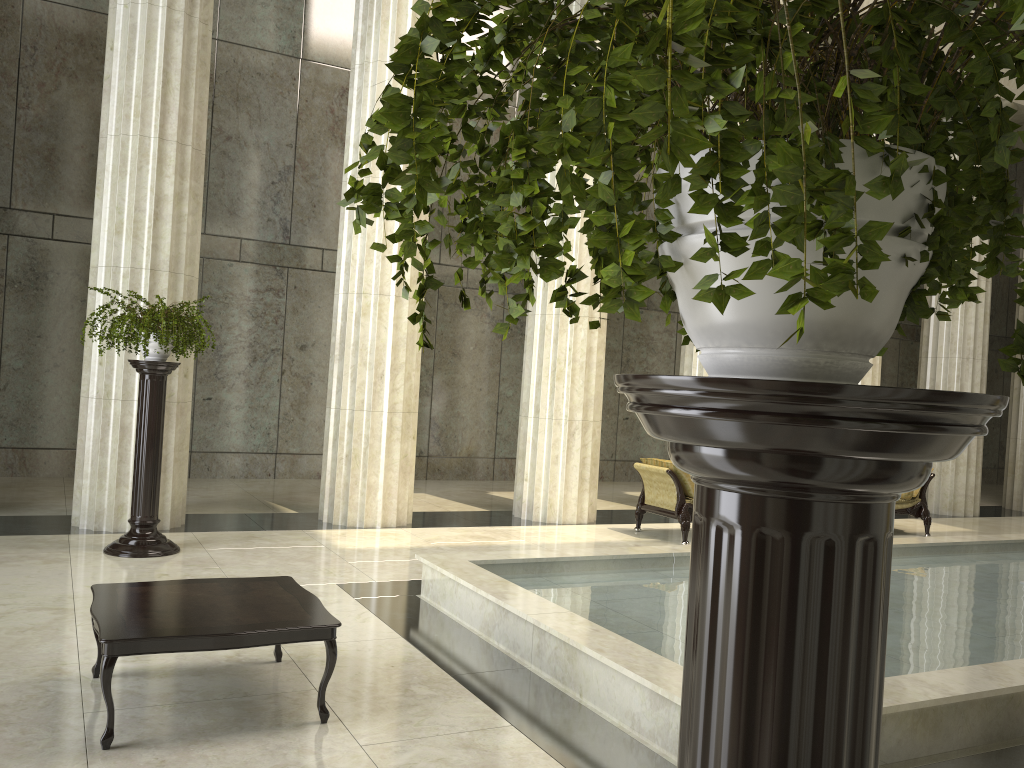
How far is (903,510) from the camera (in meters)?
12.02

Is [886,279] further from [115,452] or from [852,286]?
[115,452]

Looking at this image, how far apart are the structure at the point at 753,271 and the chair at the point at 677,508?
8.9 meters

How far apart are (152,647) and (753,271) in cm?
389

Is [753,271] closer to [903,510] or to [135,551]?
[135,551]

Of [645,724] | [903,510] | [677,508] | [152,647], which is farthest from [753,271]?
[903,510]

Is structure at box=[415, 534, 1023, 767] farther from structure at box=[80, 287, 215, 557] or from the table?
structure at box=[80, 287, 215, 557]

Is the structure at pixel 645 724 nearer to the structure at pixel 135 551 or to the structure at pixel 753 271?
the structure at pixel 135 551

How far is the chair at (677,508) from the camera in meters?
10.2

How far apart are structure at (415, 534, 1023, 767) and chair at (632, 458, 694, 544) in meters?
2.2
